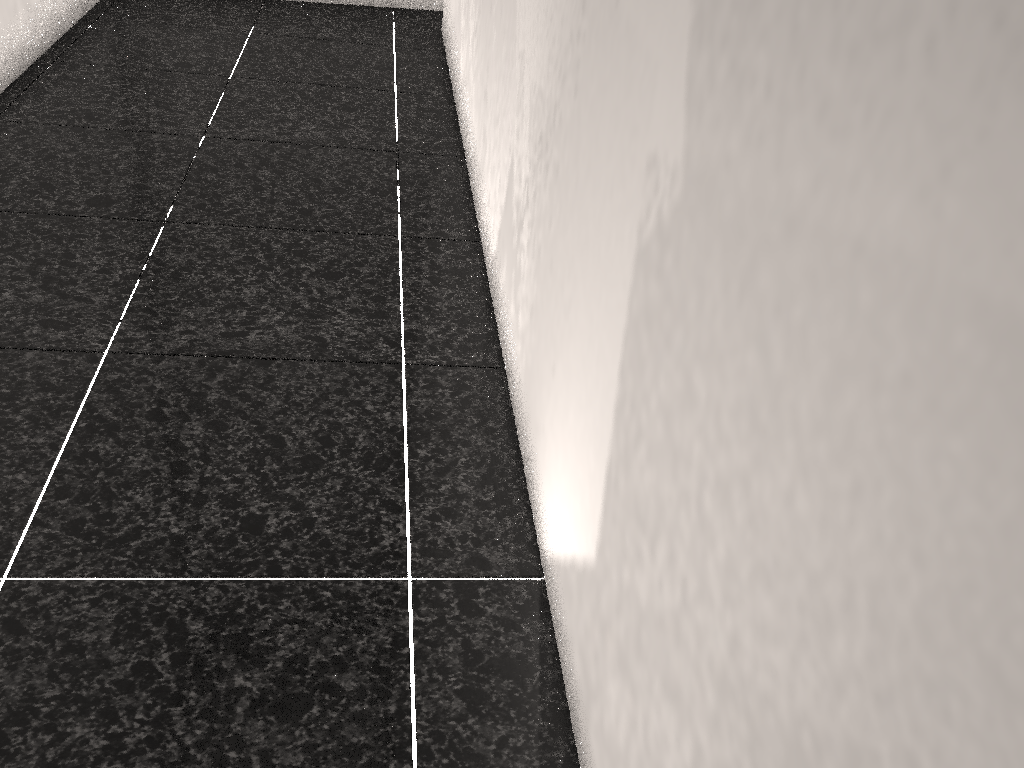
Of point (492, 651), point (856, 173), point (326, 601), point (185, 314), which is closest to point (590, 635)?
point (492, 651)
